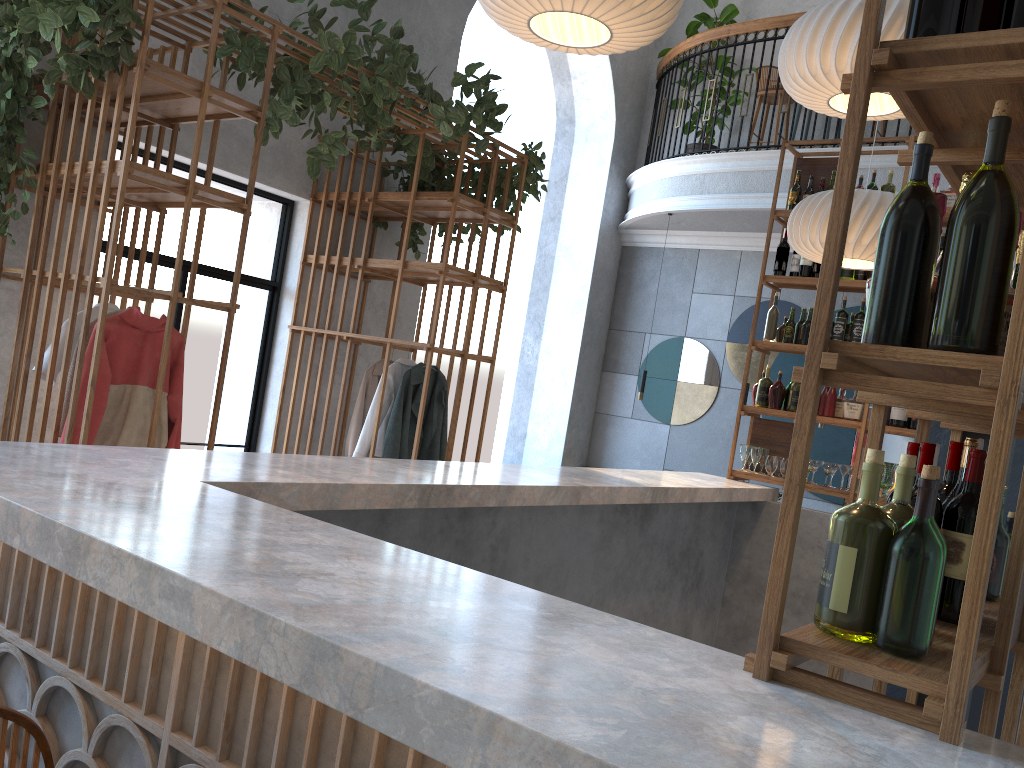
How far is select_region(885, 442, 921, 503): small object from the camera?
1.65m

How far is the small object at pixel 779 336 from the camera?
5.78m

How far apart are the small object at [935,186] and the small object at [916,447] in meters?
4.3

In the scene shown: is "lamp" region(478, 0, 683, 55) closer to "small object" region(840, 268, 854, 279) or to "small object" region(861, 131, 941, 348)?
"small object" region(861, 131, 941, 348)

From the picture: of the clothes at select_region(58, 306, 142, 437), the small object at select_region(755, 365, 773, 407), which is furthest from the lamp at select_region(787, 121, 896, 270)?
the clothes at select_region(58, 306, 142, 437)

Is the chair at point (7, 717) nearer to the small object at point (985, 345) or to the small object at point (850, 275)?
the small object at point (985, 345)

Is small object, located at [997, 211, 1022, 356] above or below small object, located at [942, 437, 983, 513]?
above

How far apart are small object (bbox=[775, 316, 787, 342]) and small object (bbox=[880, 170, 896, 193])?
1.0m

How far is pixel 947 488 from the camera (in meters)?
1.76

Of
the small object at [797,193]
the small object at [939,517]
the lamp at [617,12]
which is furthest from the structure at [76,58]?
the small object at [939,517]
